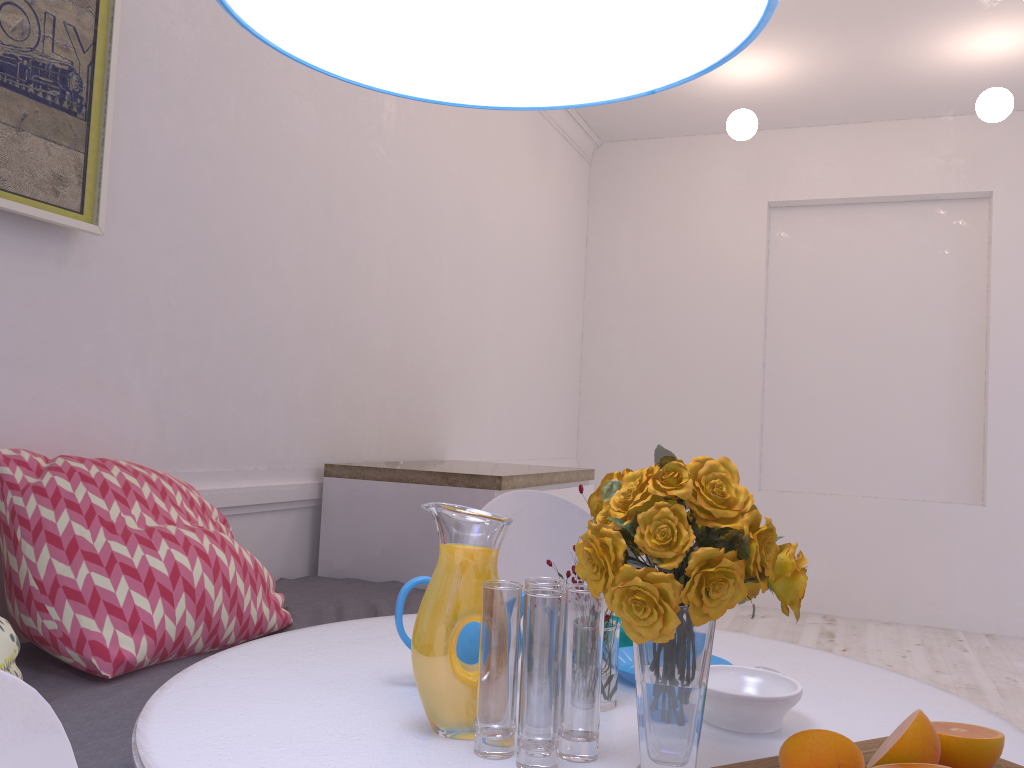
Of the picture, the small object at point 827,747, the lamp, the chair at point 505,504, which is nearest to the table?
the small object at point 827,747

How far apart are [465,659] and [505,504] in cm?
96

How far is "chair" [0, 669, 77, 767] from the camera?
0.6m

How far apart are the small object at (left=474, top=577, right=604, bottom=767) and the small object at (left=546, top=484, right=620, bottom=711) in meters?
0.2

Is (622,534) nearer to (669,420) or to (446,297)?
(446,297)

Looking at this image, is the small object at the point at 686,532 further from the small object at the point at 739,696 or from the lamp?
the lamp

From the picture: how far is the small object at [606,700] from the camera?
1.1m

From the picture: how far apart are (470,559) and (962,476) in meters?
4.9

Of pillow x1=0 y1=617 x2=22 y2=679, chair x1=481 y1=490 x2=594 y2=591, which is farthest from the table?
chair x1=481 y1=490 x2=594 y2=591

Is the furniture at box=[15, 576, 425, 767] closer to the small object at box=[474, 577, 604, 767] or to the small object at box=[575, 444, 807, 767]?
the small object at box=[474, 577, 604, 767]
